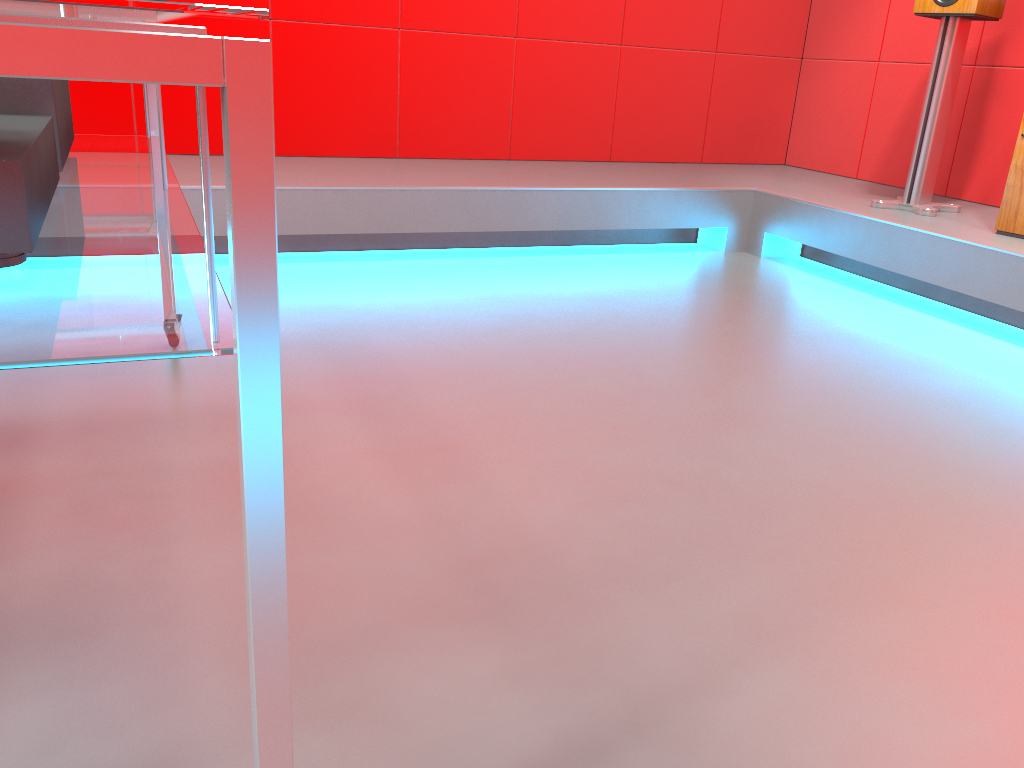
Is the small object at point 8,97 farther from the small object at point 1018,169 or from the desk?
the small object at point 1018,169

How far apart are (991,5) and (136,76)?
3.2 meters

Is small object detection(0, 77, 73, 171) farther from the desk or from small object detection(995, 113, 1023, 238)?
small object detection(995, 113, 1023, 238)

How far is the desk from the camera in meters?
0.5

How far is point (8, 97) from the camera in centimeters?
112cm

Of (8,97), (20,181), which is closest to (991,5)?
(8,97)

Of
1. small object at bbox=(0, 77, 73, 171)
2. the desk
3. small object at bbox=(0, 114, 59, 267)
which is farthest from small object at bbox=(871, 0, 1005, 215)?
small object at bbox=(0, 114, 59, 267)

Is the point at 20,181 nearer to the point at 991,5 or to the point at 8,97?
the point at 8,97

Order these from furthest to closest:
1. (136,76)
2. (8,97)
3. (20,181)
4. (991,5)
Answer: (991,5)
(8,97)
(20,181)
(136,76)

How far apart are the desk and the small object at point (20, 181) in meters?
0.0 m
